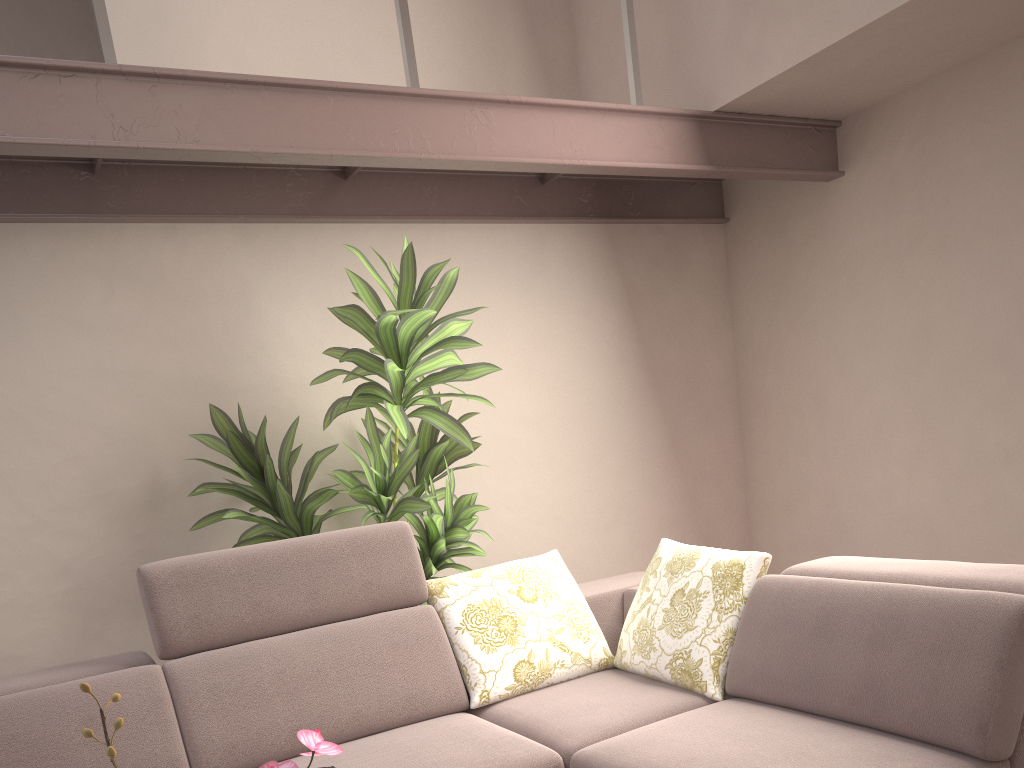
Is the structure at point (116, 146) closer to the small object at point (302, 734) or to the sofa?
the sofa

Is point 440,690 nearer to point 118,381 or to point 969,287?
point 118,381

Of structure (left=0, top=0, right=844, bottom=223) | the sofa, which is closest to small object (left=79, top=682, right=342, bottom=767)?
the sofa

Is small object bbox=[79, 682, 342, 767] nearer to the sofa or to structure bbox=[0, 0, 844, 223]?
the sofa

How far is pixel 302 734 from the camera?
0.9m

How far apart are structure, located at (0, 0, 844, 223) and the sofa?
1.1 meters

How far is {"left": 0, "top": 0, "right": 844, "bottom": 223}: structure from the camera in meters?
2.3

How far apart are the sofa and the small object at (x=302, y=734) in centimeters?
119cm

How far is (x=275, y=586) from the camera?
2.52m

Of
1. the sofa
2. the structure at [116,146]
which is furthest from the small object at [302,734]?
the structure at [116,146]
